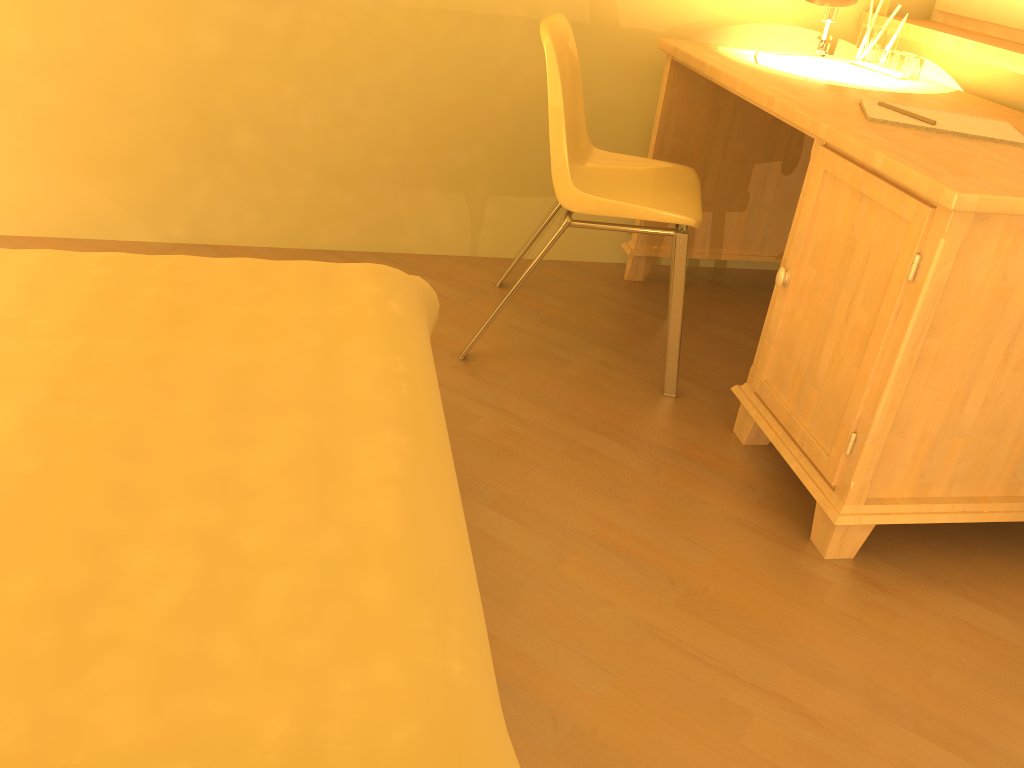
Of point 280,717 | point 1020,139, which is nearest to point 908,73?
point 1020,139

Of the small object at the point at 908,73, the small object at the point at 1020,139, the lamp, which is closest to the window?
the small object at the point at 908,73

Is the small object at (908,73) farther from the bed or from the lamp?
the bed

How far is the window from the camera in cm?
A: 231

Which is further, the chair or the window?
the window

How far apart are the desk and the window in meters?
0.3

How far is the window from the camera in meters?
2.3

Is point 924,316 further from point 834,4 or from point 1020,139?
point 834,4

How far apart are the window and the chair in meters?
0.9

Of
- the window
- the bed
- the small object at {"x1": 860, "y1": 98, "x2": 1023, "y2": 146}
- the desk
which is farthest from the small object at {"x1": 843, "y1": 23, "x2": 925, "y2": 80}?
the bed
